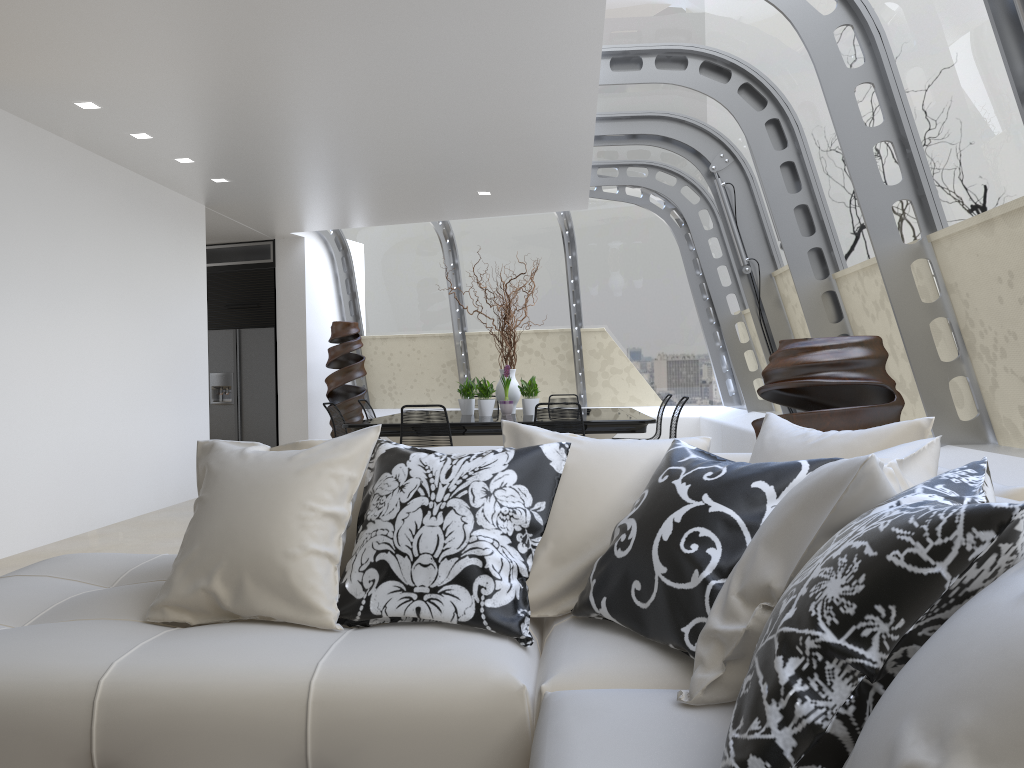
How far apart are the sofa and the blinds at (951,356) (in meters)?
2.27

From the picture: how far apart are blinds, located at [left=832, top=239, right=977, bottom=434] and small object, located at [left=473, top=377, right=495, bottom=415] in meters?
3.4

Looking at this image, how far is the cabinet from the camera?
11.11m

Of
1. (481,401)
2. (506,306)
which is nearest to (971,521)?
(481,401)

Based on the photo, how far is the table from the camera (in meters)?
6.91

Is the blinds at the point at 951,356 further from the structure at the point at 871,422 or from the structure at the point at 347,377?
the structure at the point at 347,377

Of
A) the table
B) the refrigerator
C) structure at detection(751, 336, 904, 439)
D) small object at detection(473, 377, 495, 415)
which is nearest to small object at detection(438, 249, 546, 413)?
the table

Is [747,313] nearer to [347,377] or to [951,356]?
[951,356]

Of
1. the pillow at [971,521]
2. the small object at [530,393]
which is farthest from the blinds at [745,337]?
the pillow at [971,521]

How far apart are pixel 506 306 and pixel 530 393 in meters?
0.9
